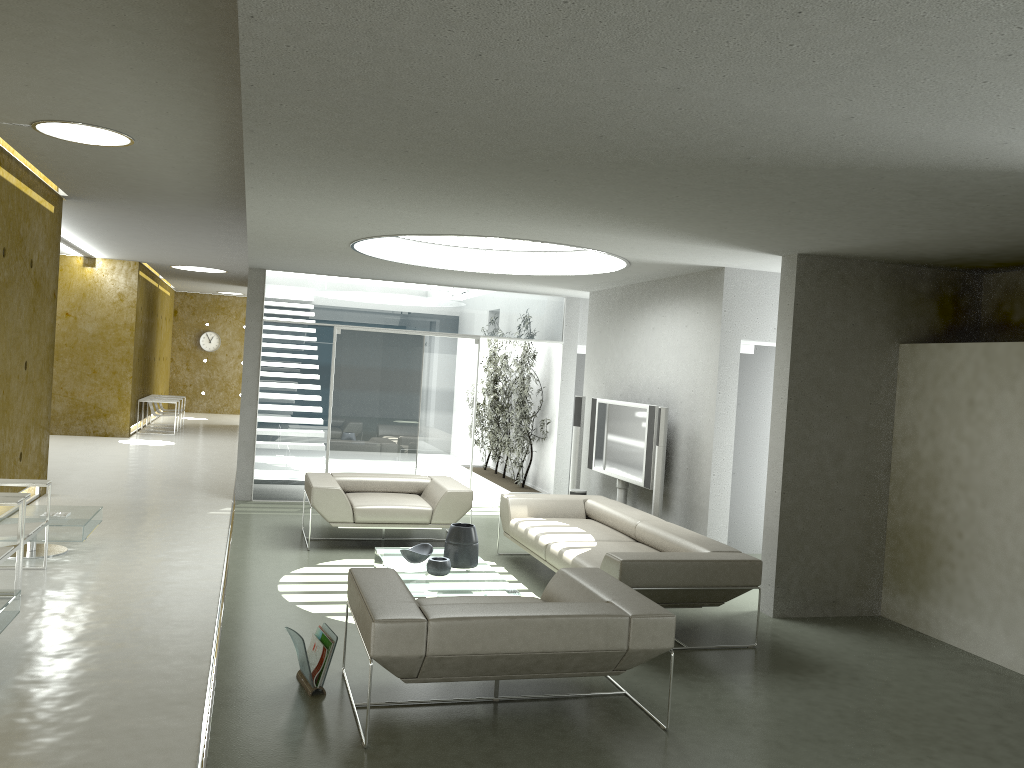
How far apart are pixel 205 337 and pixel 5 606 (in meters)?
20.66

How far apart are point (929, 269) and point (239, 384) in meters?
20.9 m

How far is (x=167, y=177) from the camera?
8.3 meters

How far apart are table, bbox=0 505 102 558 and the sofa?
3.41m

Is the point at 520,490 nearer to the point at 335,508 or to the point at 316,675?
the point at 335,508

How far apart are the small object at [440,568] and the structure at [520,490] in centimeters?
502cm

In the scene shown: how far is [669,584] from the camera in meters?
5.6 m

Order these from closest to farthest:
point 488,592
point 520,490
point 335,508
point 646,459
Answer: point 488,592, point 335,508, point 646,459, point 520,490

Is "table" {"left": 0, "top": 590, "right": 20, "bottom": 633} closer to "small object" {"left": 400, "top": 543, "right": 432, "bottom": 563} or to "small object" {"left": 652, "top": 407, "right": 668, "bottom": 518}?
"small object" {"left": 400, "top": 543, "right": 432, "bottom": 563}

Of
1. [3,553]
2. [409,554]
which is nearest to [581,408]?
[409,554]
